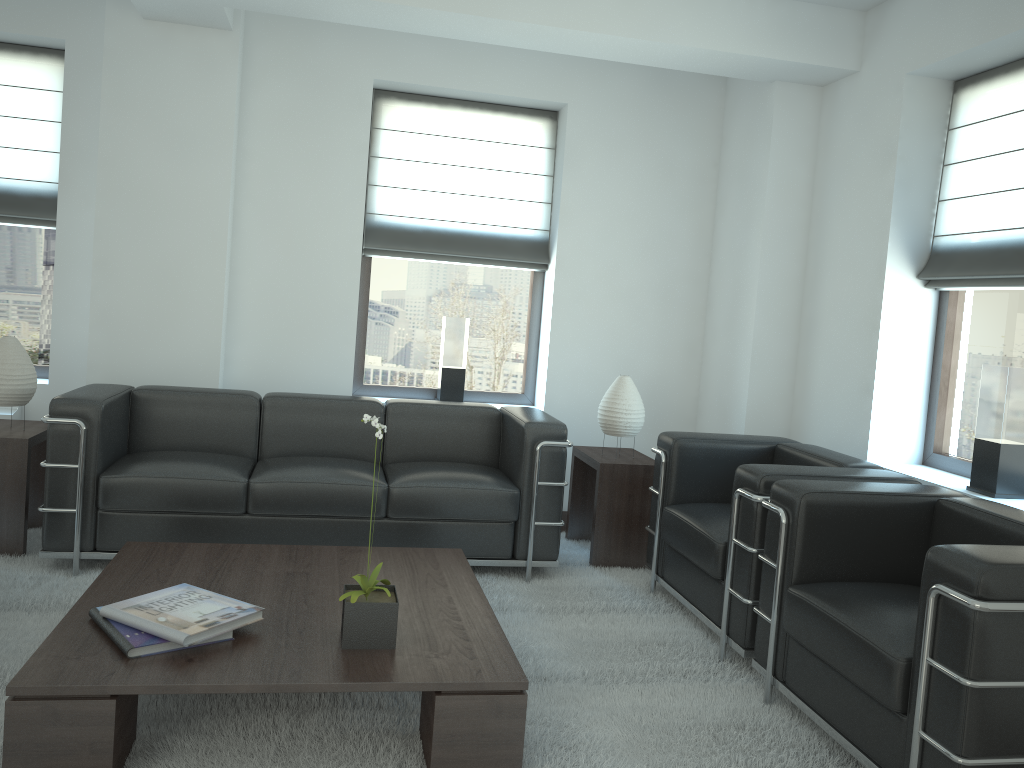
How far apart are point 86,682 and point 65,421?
2.7m

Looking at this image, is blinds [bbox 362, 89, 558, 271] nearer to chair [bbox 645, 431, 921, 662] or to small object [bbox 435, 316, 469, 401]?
small object [bbox 435, 316, 469, 401]

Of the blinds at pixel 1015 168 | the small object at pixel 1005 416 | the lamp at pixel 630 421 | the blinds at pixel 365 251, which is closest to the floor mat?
the lamp at pixel 630 421

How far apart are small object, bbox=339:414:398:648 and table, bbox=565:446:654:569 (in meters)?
2.90

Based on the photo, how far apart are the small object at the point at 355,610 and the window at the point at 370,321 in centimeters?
411cm

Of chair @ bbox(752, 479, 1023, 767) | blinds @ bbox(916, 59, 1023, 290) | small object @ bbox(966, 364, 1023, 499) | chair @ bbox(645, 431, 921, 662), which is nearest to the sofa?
chair @ bbox(645, 431, 921, 662)

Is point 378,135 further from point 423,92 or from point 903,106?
point 903,106

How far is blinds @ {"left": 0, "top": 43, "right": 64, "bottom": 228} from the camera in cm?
717

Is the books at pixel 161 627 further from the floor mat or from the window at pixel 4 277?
the window at pixel 4 277

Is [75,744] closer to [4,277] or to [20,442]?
[20,442]
